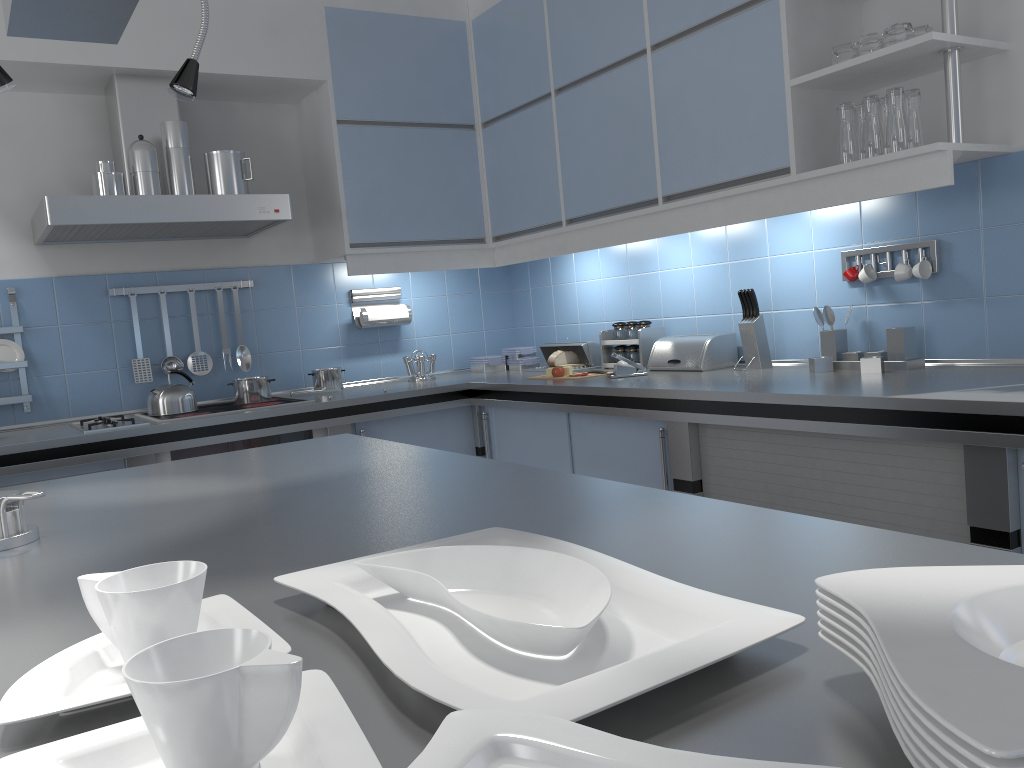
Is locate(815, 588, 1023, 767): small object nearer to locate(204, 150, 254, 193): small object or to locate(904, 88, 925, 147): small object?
locate(904, 88, 925, 147): small object

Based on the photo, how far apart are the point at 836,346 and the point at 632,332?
1.0m

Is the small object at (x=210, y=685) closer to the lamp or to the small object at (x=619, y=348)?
the lamp

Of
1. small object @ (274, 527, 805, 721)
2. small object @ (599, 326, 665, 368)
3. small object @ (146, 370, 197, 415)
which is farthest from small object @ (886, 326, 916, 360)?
small object @ (146, 370, 197, 415)

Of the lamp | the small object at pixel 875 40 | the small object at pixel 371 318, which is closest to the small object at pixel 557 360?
the small object at pixel 371 318

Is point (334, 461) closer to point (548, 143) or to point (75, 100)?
point (548, 143)

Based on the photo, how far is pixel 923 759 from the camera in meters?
0.4

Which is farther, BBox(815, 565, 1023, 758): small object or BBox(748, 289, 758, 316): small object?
BBox(748, 289, 758, 316): small object

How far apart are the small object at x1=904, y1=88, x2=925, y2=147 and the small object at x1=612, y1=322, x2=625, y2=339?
1.6 meters

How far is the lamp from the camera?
1.64m
